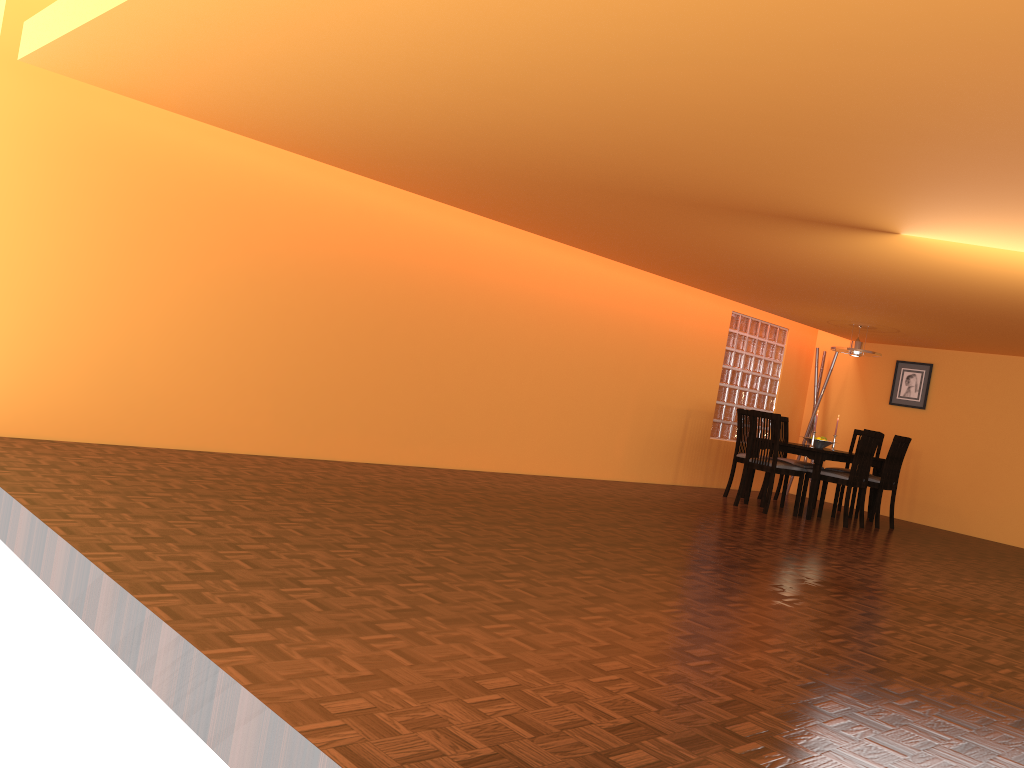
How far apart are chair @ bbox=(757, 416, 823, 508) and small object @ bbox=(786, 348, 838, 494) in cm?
90

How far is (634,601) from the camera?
3.20m

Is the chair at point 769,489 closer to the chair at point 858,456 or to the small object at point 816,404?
the chair at point 858,456

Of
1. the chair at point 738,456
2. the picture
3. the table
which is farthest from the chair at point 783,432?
the picture

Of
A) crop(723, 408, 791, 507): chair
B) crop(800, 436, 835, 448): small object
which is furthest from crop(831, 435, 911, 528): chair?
crop(723, 408, 791, 507): chair

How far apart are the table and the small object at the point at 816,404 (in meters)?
1.36

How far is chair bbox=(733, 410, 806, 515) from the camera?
7.1m

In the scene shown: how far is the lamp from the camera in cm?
776

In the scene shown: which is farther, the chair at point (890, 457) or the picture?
the picture

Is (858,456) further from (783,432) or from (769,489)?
(783,432)
